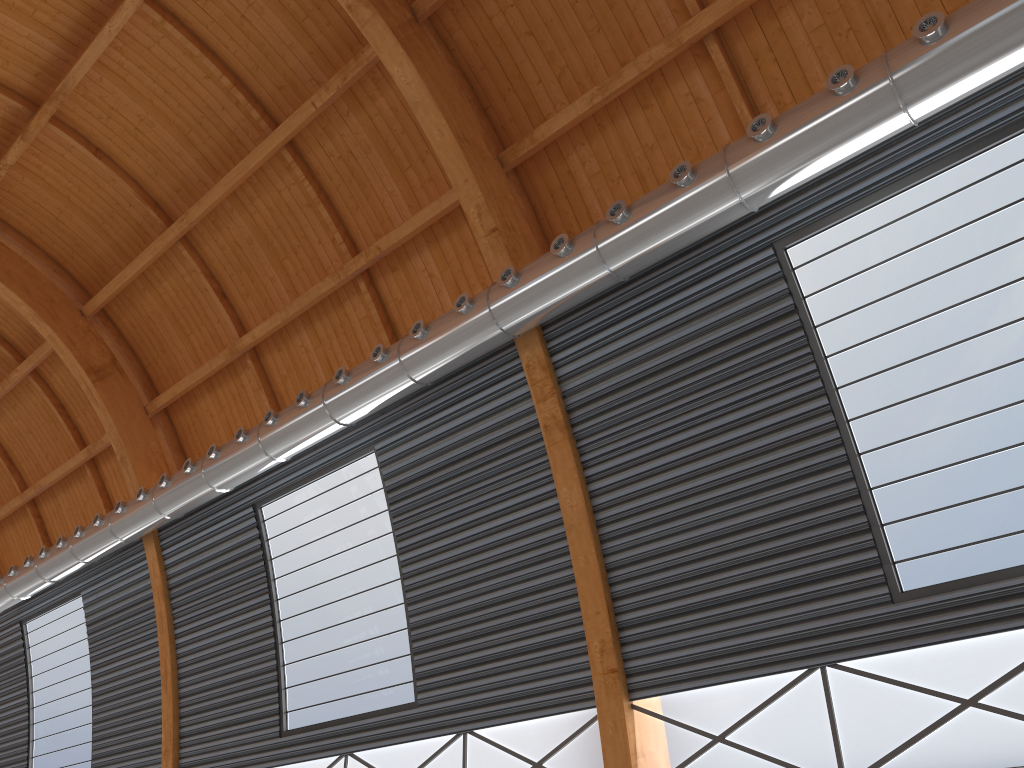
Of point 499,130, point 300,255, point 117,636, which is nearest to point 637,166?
point 499,130

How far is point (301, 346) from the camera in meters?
26.6
